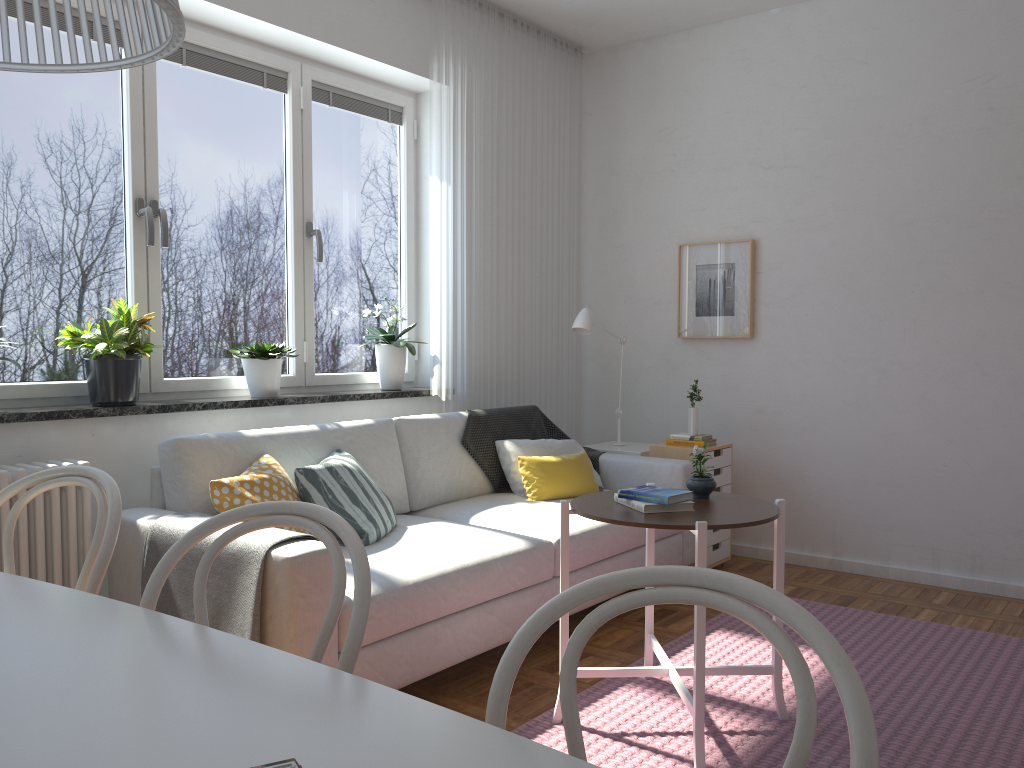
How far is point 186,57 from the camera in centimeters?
357cm

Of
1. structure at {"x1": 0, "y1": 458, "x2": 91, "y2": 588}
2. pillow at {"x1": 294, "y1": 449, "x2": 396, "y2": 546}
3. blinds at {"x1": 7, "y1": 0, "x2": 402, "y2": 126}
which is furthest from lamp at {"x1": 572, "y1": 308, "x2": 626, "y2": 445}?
structure at {"x1": 0, "y1": 458, "x2": 91, "y2": 588}

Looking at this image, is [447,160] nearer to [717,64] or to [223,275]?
[223,275]

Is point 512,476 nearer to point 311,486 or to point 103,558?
point 311,486

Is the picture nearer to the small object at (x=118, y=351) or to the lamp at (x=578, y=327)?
the lamp at (x=578, y=327)

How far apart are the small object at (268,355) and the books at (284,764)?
3.0m

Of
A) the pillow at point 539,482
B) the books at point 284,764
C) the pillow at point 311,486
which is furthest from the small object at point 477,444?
the books at point 284,764

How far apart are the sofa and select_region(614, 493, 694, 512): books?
0.61m

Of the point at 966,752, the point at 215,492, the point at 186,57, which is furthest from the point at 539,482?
the point at 186,57

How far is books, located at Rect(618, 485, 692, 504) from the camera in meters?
2.5 m
